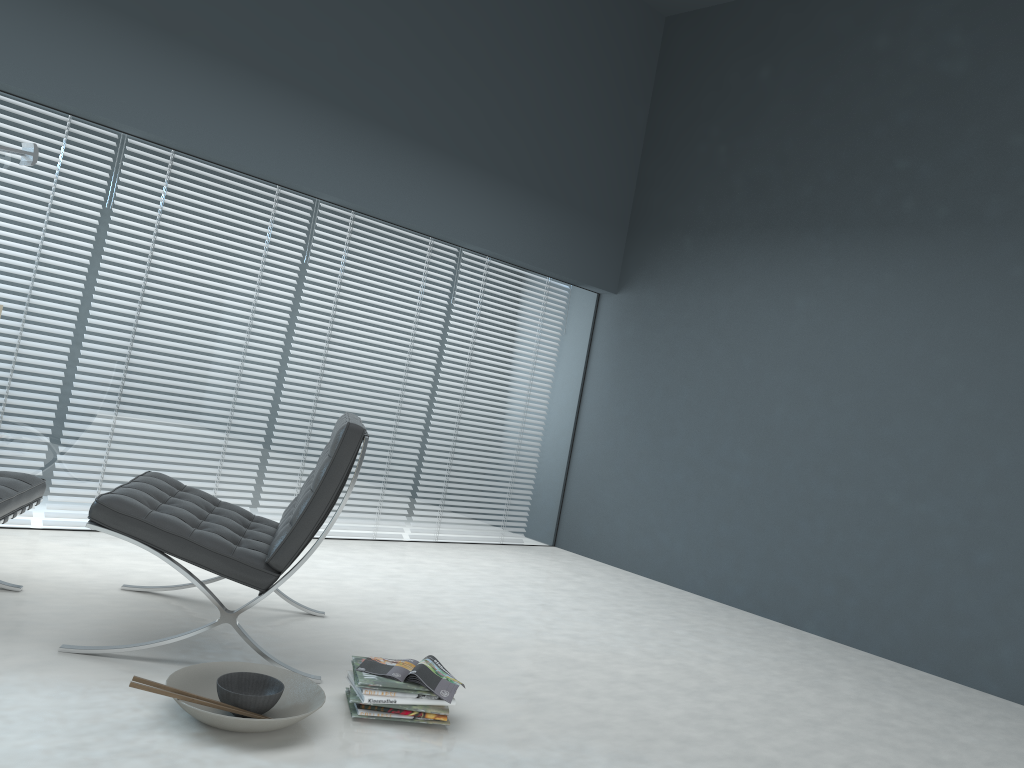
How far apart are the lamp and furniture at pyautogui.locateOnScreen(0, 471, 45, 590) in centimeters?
131cm

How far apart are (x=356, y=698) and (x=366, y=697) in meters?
0.0

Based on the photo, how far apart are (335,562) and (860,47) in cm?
393

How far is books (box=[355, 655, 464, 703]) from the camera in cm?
238

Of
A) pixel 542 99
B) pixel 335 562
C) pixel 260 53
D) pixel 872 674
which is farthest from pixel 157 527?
pixel 542 99

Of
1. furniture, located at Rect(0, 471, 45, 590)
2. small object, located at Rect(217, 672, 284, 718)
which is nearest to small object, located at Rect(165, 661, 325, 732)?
small object, located at Rect(217, 672, 284, 718)

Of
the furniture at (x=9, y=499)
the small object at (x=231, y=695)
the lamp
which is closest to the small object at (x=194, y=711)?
the small object at (x=231, y=695)

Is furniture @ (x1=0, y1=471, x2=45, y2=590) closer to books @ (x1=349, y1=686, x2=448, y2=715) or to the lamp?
books @ (x1=349, y1=686, x2=448, y2=715)

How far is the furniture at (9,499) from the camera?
2.5m

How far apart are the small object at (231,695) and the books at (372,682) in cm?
20
